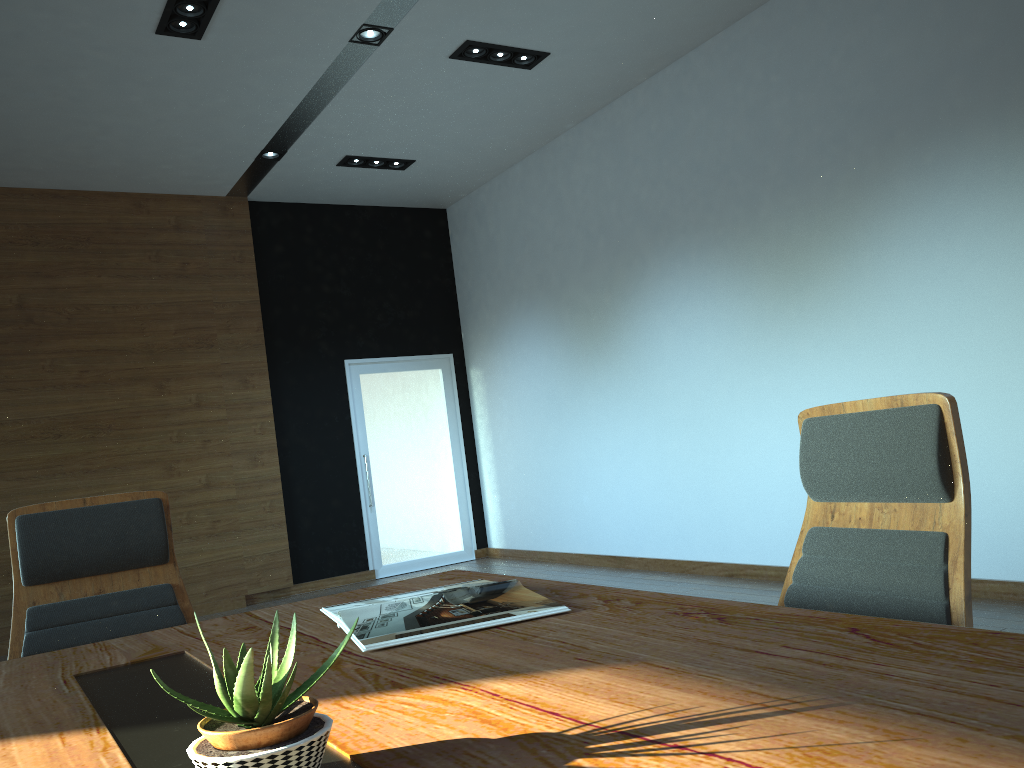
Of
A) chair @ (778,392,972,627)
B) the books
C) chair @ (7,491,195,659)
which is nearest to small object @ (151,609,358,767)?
the books

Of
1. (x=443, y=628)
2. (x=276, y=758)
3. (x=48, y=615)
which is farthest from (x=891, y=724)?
(x=48, y=615)

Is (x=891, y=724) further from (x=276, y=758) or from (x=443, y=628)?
(x=443, y=628)

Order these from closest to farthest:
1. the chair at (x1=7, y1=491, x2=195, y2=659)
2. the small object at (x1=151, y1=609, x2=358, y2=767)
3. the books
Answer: the small object at (x1=151, y1=609, x2=358, y2=767), the books, the chair at (x1=7, y1=491, x2=195, y2=659)

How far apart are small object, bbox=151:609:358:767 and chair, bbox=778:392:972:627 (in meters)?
1.13

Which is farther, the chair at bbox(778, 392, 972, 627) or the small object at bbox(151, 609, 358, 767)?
the chair at bbox(778, 392, 972, 627)

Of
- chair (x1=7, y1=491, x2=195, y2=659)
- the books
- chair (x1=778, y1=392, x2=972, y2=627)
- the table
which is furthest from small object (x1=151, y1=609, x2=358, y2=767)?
chair (x1=7, y1=491, x2=195, y2=659)

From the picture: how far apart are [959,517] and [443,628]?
0.95m

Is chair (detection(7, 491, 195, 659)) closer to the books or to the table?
the table

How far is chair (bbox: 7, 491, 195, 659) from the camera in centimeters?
225cm
